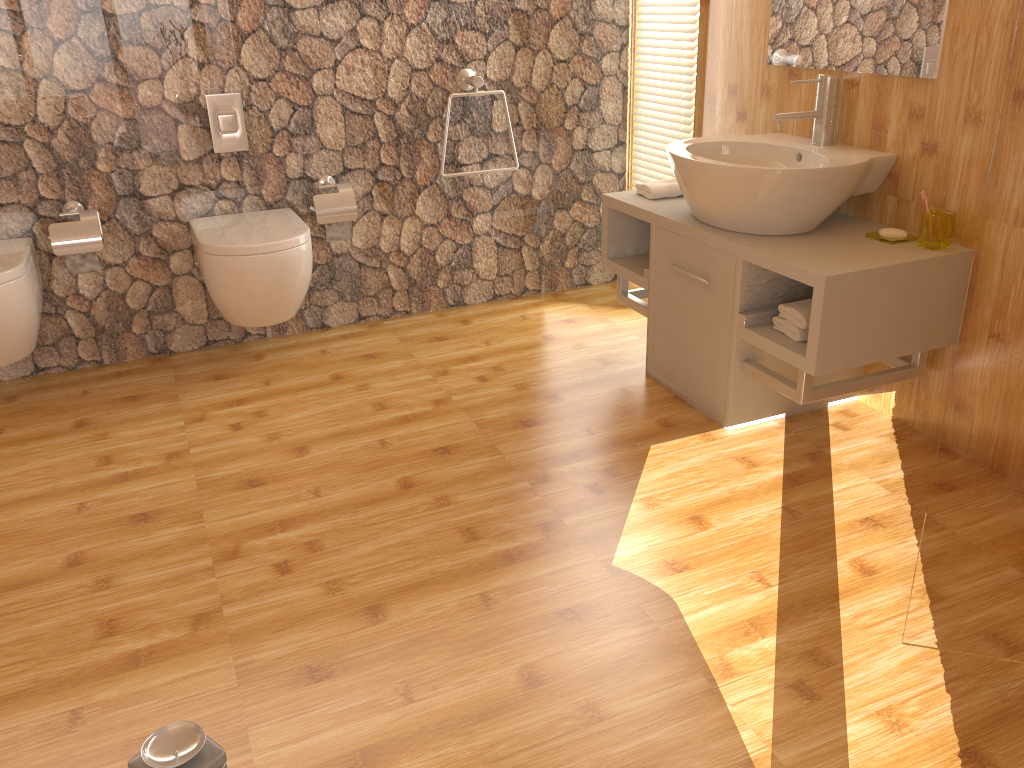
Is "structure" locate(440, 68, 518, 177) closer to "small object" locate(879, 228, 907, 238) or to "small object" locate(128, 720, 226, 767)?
"small object" locate(879, 228, 907, 238)

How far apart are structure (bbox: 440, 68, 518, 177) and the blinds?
0.7m

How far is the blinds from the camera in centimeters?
338cm

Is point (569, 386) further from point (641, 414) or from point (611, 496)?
point (611, 496)

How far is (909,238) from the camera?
2.43m

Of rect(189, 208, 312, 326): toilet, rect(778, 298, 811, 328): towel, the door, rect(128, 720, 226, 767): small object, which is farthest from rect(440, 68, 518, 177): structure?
rect(128, 720, 226, 767): small object

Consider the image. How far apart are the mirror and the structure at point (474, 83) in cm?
105

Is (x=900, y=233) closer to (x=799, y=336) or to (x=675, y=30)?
(x=799, y=336)

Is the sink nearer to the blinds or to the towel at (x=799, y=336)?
the towel at (x=799, y=336)

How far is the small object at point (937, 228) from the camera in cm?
232
